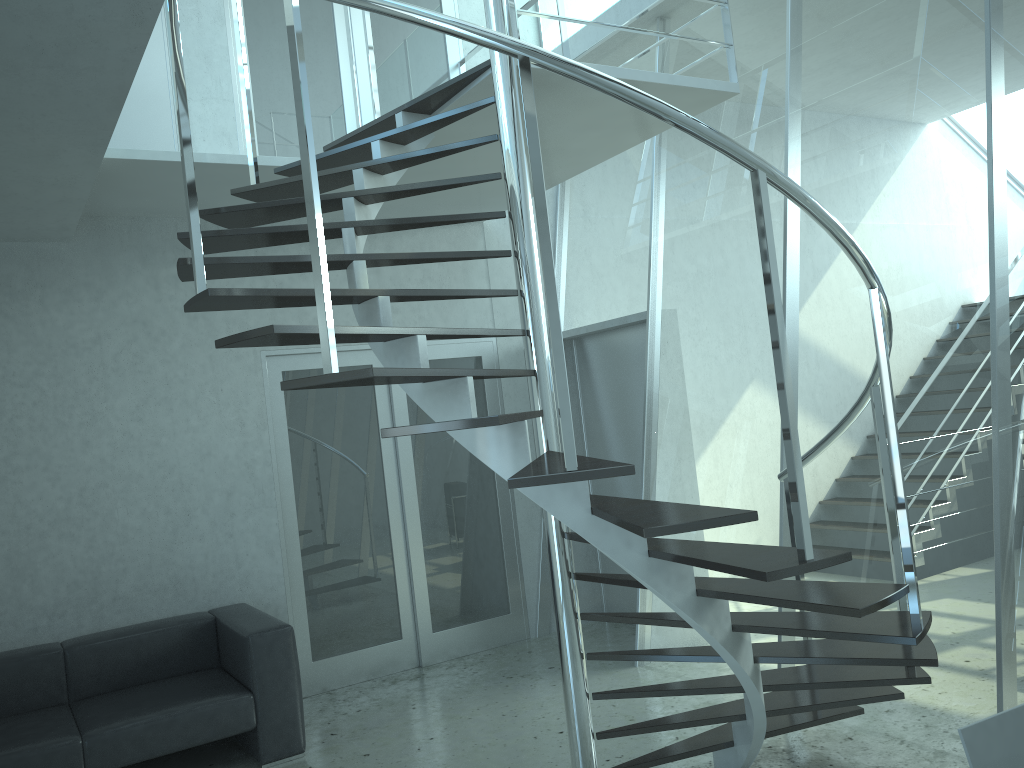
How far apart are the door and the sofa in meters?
0.5

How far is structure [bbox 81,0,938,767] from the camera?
2.3m

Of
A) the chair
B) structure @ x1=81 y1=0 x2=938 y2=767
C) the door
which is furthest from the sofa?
the chair

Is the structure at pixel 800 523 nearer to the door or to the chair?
the chair

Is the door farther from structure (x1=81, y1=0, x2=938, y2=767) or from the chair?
the chair

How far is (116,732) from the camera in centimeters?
398cm

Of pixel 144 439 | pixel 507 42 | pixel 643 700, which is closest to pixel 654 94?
pixel 507 42

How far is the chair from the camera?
1.76m

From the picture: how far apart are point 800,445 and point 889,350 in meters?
1.4 m

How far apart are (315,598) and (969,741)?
4.4 meters
